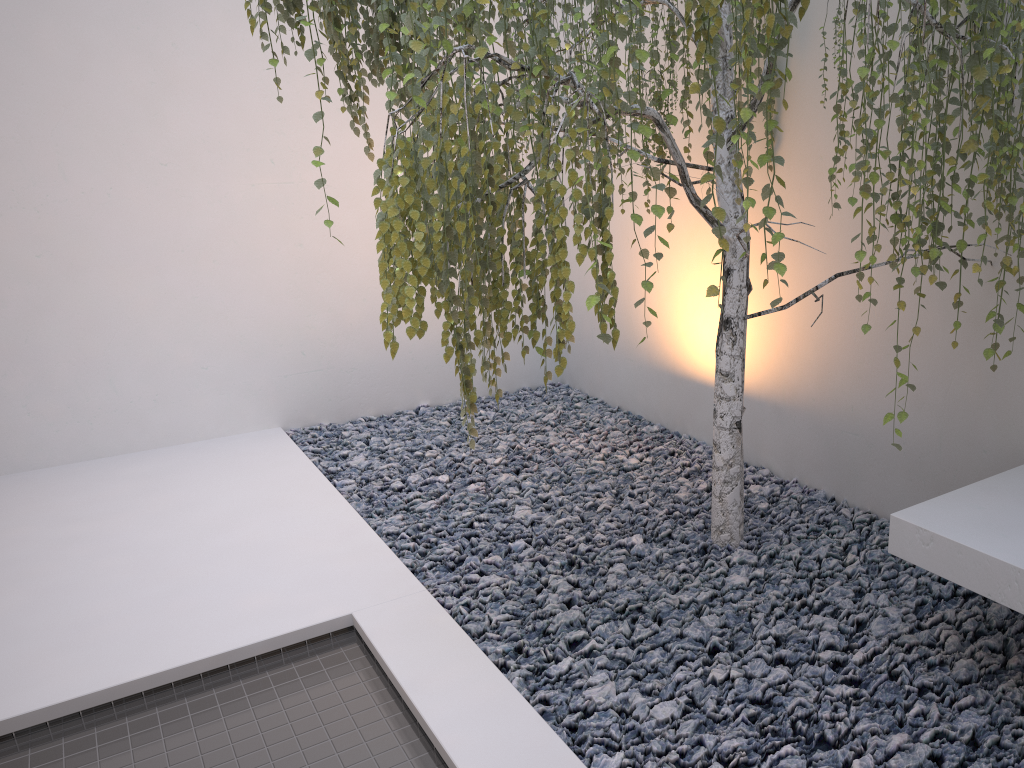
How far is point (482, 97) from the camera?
1.6 meters

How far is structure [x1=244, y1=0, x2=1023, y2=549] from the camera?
1.61m
